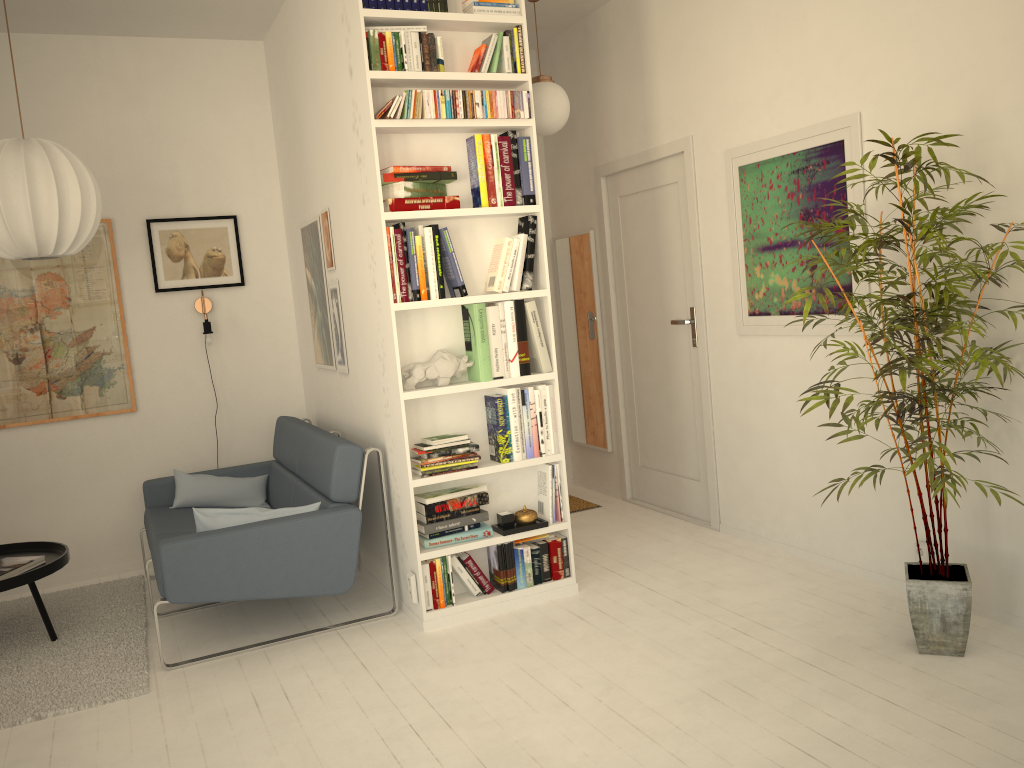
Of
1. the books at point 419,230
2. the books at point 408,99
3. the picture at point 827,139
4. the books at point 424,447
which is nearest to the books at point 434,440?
the books at point 424,447

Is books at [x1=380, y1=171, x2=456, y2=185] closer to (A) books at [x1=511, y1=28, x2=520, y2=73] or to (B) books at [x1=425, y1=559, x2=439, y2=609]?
(A) books at [x1=511, y1=28, x2=520, y2=73]

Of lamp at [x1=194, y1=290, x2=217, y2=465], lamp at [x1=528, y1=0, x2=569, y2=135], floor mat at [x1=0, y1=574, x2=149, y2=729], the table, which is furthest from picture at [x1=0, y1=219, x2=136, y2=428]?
lamp at [x1=528, y1=0, x2=569, y2=135]

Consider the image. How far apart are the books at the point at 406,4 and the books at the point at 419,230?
0.9 meters

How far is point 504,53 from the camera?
3.65m

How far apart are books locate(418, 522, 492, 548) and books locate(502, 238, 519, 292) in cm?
101

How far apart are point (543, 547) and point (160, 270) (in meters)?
2.68

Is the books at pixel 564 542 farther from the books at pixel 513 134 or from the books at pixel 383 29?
the books at pixel 383 29

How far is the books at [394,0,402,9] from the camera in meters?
3.5 m

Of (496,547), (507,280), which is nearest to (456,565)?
(496,547)
